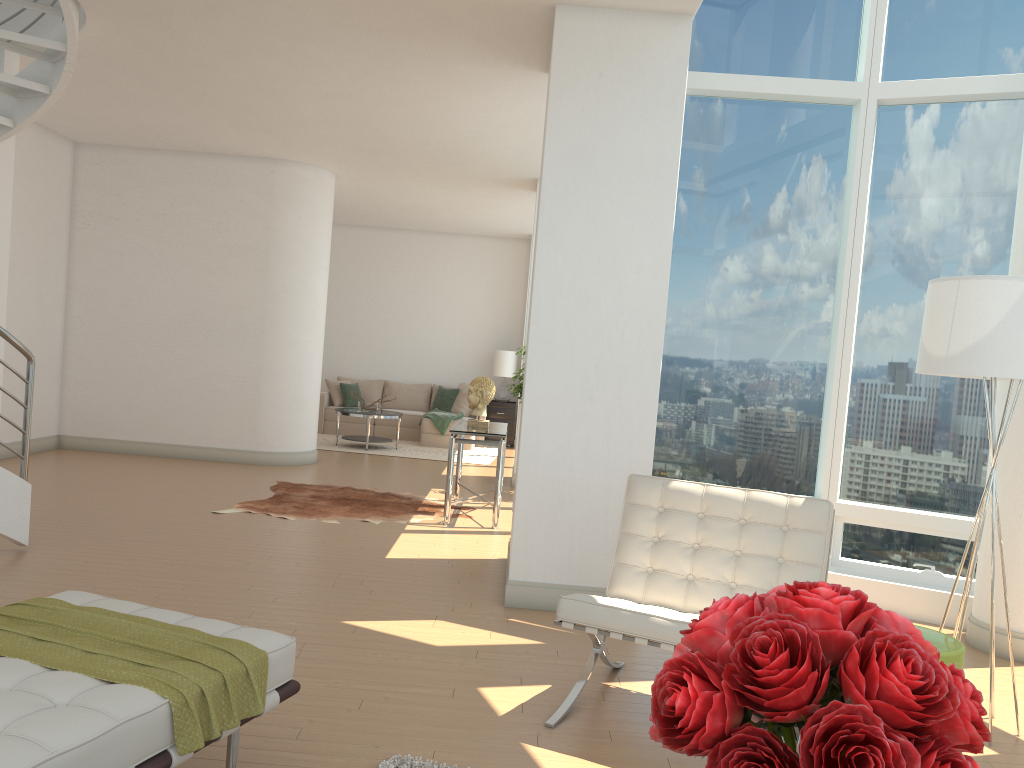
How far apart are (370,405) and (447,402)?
1.9m

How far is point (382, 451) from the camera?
12.0m

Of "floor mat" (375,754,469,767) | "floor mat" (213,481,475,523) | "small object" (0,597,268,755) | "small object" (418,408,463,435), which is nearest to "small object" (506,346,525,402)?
"floor mat" (213,481,475,523)

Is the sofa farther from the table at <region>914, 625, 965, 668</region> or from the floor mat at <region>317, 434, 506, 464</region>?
the table at <region>914, 625, 965, 668</region>

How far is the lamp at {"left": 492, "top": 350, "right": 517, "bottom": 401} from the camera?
14.1m

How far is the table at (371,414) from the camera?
12.0m

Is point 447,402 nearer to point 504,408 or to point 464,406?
point 464,406

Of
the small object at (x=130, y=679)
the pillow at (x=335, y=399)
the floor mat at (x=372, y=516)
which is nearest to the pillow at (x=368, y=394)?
the pillow at (x=335, y=399)

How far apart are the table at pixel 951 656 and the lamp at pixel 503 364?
10.97m

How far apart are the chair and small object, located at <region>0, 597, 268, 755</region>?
1.19m
